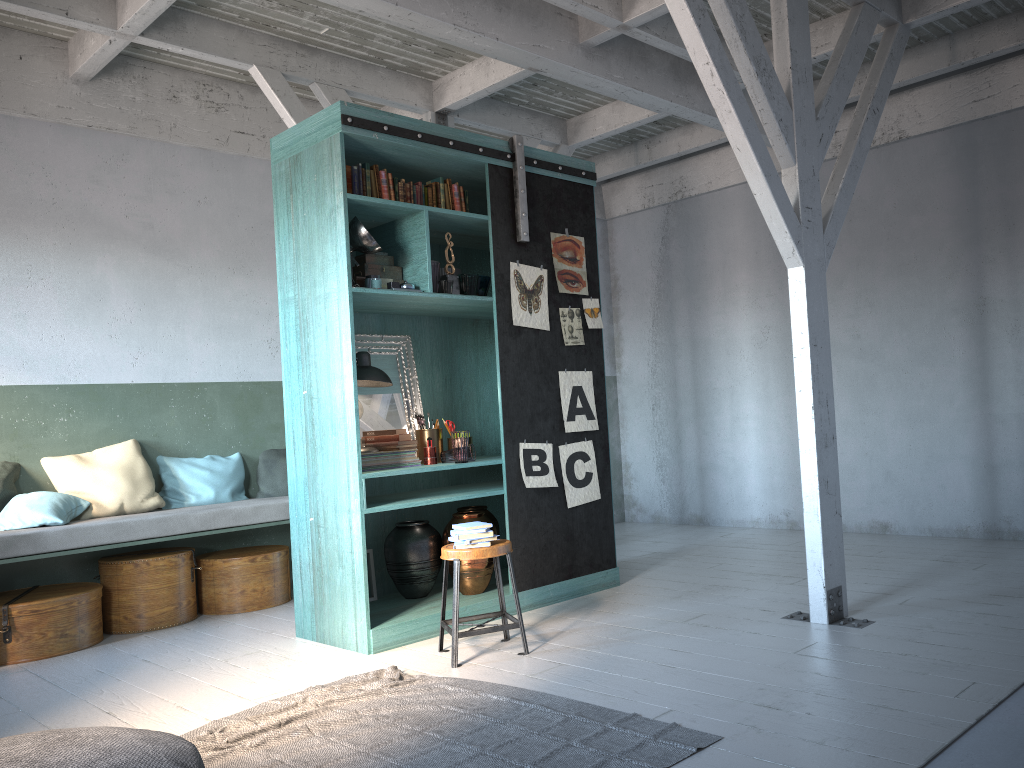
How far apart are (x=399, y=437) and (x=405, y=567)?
0.94m

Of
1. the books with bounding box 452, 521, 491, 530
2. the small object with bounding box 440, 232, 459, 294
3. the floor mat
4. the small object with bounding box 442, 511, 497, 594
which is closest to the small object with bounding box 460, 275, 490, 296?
the small object with bounding box 440, 232, 459, 294

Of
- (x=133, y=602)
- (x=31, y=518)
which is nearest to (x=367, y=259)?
(x=31, y=518)

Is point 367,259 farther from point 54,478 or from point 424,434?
point 54,478

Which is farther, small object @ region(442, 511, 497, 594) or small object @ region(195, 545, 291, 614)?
small object @ region(195, 545, 291, 614)

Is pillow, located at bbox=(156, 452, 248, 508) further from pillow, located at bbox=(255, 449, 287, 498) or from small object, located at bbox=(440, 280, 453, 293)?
small object, located at bbox=(440, 280, 453, 293)

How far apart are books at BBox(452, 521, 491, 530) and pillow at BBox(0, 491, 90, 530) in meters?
3.2 m

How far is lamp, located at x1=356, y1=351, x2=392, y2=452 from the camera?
5.99m

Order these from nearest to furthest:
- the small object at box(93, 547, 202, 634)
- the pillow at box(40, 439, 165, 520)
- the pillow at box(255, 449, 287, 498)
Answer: the small object at box(93, 547, 202, 634) < the pillow at box(40, 439, 165, 520) < the pillow at box(255, 449, 287, 498)

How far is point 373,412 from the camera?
6.4 meters
